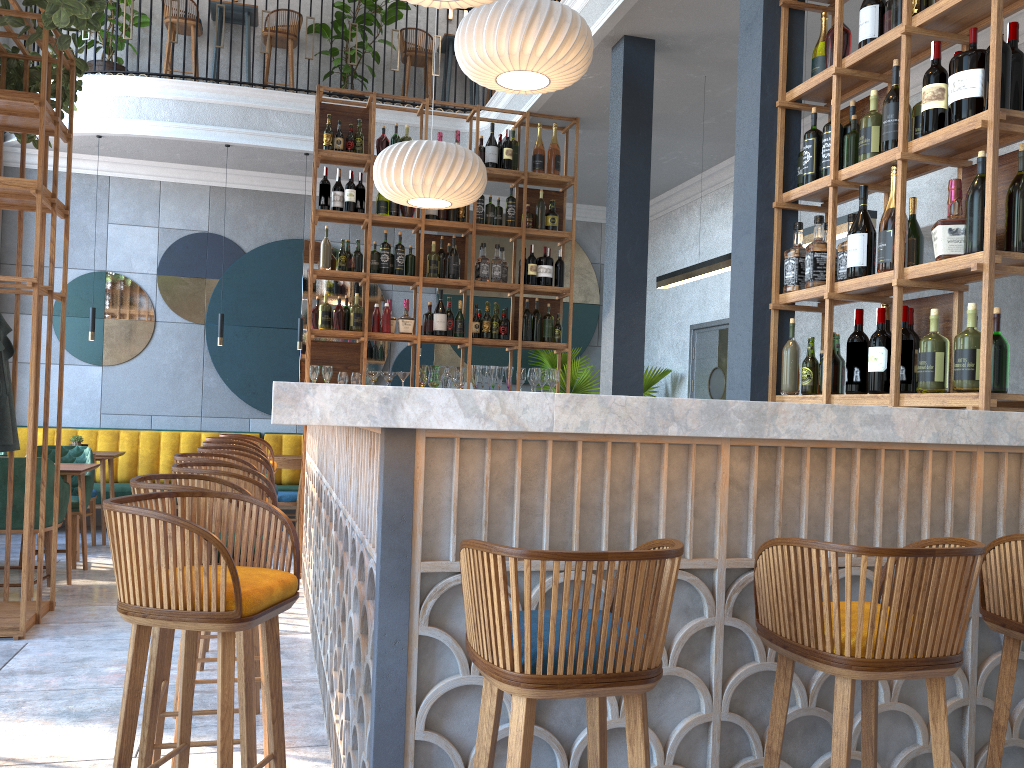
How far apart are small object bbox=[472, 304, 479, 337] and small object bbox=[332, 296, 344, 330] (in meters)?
0.99

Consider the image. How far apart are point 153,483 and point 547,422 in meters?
1.2

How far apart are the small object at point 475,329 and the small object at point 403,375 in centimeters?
61cm

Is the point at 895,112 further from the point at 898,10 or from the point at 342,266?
the point at 342,266

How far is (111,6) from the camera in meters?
8.1

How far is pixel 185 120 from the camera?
7.8 meters

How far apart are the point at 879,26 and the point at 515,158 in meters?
3.8 m

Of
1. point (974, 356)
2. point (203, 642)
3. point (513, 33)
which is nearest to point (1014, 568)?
point (974, 356)

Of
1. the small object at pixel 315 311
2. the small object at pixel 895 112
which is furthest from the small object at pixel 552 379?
the small object at pixel 895 112

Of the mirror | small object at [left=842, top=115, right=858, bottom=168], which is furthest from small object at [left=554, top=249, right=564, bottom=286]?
small object at [left=842, top=115, right=858, bottom=168]
